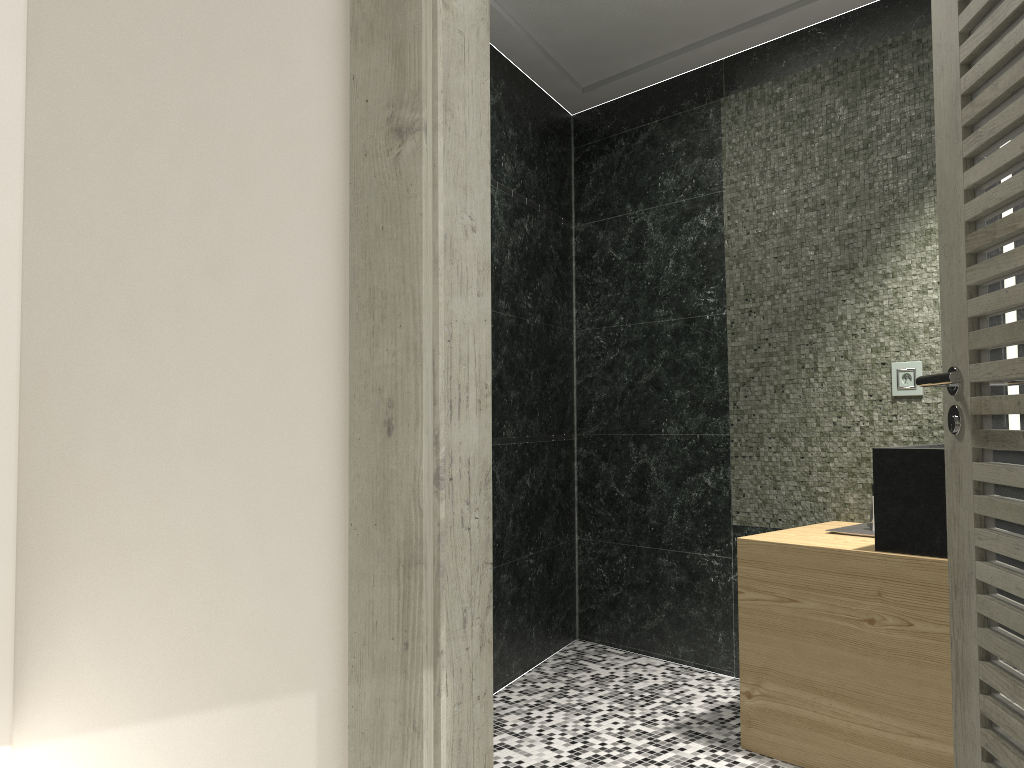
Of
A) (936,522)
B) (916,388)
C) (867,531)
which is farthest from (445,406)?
(916,388)

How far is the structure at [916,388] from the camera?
3.14m

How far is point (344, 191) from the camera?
1.42m

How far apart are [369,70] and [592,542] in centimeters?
348cm

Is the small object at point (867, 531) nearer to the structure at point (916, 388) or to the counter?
the counter

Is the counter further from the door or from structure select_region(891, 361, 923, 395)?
the door

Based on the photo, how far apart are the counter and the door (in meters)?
0.72

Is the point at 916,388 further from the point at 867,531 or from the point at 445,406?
the point at 445,406

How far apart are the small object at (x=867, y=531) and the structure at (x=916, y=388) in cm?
50

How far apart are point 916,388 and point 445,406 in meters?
2.4 m
